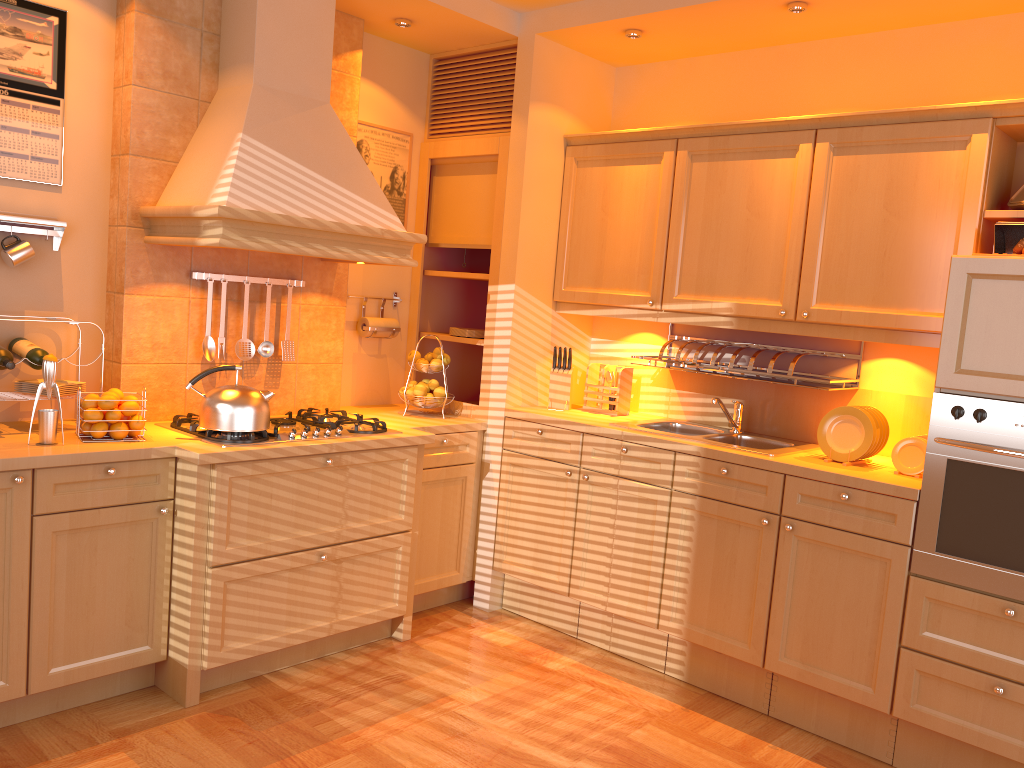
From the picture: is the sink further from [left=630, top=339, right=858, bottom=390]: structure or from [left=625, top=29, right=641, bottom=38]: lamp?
[left=625, top=29, right=641, bottom=38]: lamp

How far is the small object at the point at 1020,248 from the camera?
2.8 meters

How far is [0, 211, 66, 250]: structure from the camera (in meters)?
3.00

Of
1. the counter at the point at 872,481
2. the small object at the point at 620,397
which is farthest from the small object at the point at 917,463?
the small object at the point at 620,397

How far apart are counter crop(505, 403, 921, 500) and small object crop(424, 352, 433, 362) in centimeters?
45cm

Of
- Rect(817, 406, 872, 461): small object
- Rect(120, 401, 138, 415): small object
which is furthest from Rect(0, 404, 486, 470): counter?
Rect(817, 406, 872, 461): small object

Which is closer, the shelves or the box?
the box

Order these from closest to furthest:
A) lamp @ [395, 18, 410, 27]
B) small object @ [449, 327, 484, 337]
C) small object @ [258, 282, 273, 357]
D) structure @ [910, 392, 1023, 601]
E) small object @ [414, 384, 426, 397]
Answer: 1. structure @ [910, 392, 1023, 601]
2. small object @ [258, 282, 273, 357]
3. lamp @ [395, 18, 410, 27]
4. small object @ [414, 384, 426, 397]
5. small object @ [449, 327, 484, 337]

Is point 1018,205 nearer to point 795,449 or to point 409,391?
point 795,449

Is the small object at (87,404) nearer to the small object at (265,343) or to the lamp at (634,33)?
the small object at (265,343)
